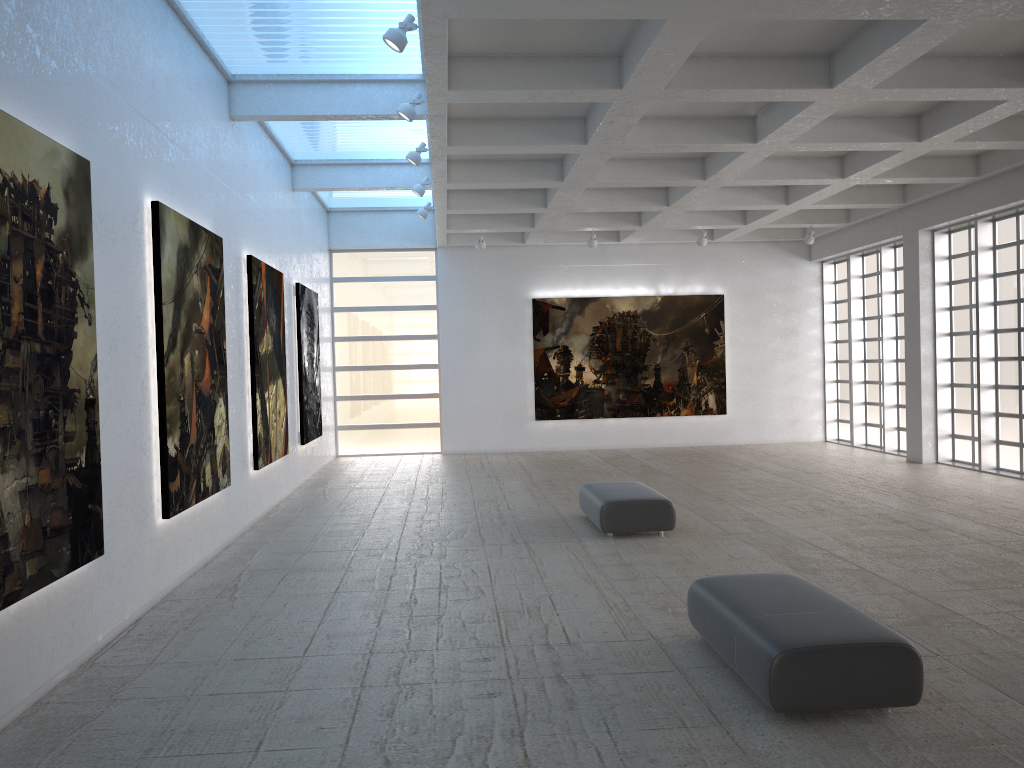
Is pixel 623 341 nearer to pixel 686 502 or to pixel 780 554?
pixel 686 502

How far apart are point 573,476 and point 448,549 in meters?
11.4 m

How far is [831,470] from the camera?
28.3 meters
